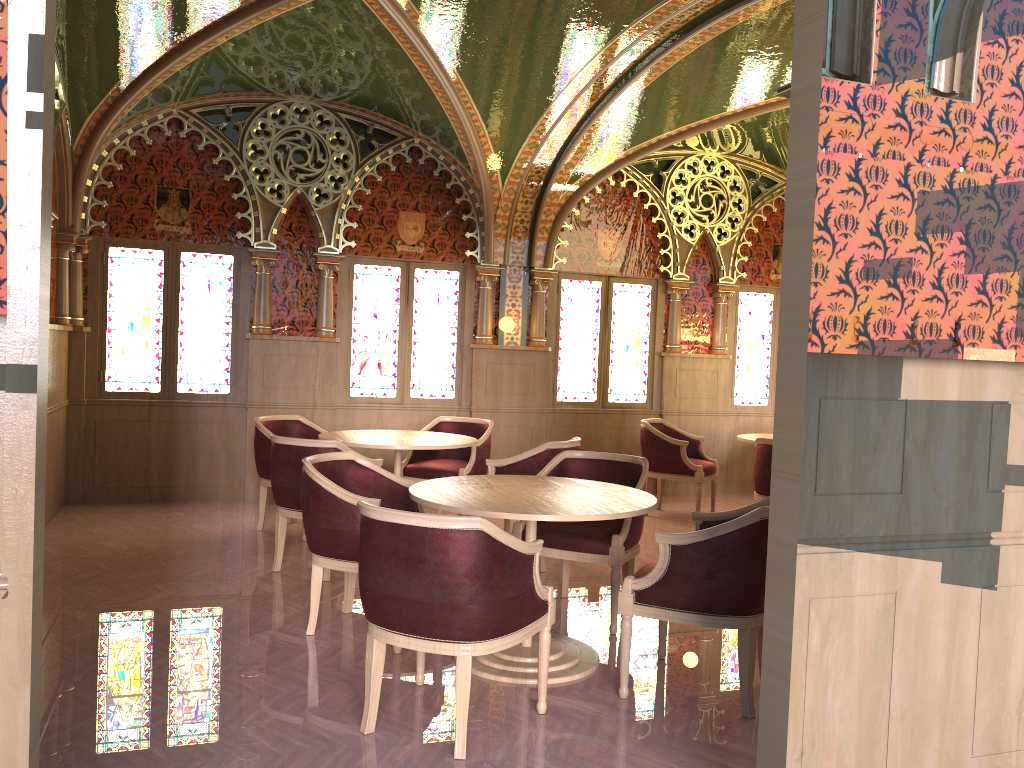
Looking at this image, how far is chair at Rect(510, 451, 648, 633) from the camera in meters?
4.5 m

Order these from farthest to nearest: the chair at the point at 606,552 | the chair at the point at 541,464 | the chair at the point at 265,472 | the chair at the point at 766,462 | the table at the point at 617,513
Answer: the chair at the point at 766,462 → the chair at the point at 265,472 → the chair at the point at 541,464 → the chair at the point at 606,552 → the table at the point at 617,513

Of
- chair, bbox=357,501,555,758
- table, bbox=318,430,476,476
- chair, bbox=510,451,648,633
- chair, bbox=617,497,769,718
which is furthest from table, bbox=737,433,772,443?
chair, bbox=357,501,555,758

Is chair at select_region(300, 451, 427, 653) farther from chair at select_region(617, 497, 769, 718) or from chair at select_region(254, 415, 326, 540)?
chair at select_region(254, 415, 326, 540)

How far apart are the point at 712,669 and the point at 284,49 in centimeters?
515cm

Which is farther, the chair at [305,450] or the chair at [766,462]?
the chair at [766,462]

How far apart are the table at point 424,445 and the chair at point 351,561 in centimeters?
113cm

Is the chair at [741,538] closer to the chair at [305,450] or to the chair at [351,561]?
the chair at [351,561]

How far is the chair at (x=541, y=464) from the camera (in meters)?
5.72

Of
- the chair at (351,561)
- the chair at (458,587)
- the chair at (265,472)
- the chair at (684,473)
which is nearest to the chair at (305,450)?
the chair at (351,561)
